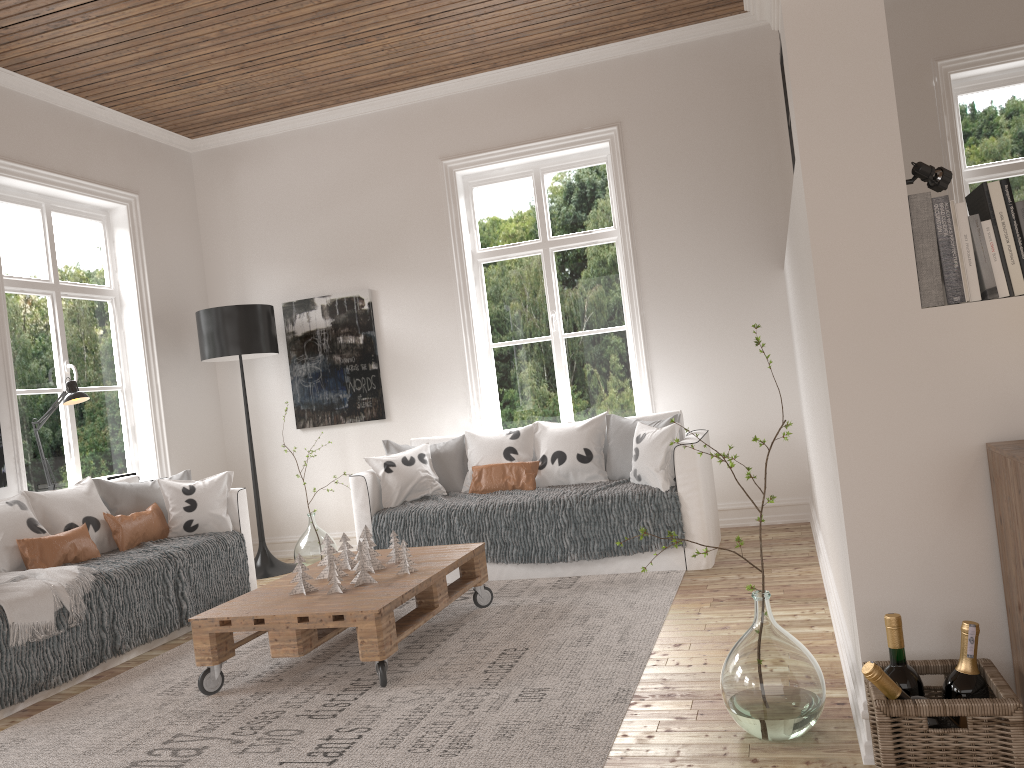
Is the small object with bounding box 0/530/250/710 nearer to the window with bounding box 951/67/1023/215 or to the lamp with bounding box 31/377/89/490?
the lamp with bounding box 31/377/89/490

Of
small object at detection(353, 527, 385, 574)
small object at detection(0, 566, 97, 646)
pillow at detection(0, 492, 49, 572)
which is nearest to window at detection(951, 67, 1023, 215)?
small object at detection(353, 527, 385, 574)

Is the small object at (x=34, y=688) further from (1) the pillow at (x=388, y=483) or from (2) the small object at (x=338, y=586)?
(2) the small object at (x=338, y=586)

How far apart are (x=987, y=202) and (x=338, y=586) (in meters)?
2.56

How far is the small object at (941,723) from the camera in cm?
183

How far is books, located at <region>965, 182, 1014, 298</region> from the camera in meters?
2.1

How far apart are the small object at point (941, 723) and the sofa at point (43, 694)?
3.1 meters

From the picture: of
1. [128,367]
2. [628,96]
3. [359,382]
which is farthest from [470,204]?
[128,367]

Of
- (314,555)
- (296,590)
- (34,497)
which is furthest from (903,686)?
(314,555)

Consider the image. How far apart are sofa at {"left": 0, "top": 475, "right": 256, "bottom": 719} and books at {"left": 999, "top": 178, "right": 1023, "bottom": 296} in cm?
370
